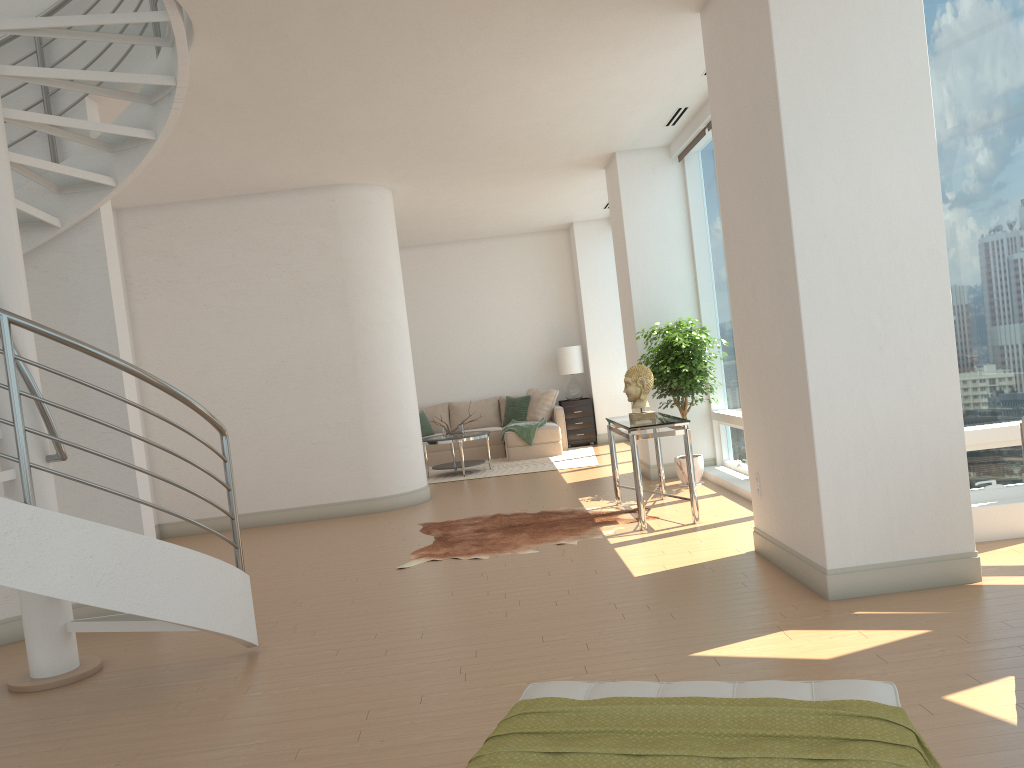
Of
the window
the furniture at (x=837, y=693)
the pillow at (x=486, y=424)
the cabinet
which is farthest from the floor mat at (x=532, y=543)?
the pillow at (x=486, y=424)

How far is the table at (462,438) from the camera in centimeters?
1127cm

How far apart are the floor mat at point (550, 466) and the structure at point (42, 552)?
6.35m

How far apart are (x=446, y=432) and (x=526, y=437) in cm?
129

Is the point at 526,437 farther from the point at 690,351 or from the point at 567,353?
the point at 690,351

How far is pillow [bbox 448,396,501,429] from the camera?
13.6 meters

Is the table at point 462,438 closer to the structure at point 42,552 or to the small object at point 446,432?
the small object at point 446,432

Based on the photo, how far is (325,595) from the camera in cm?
577

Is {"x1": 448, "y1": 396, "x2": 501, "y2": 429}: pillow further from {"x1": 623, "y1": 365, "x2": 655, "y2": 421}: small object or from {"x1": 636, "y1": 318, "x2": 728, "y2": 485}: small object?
{"x1": 623, "y1": 365, "x2": 655, "y2": 421}: small object

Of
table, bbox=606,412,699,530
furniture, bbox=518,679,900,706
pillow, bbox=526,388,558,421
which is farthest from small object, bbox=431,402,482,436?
furniture, bbox=518,679,900,706
